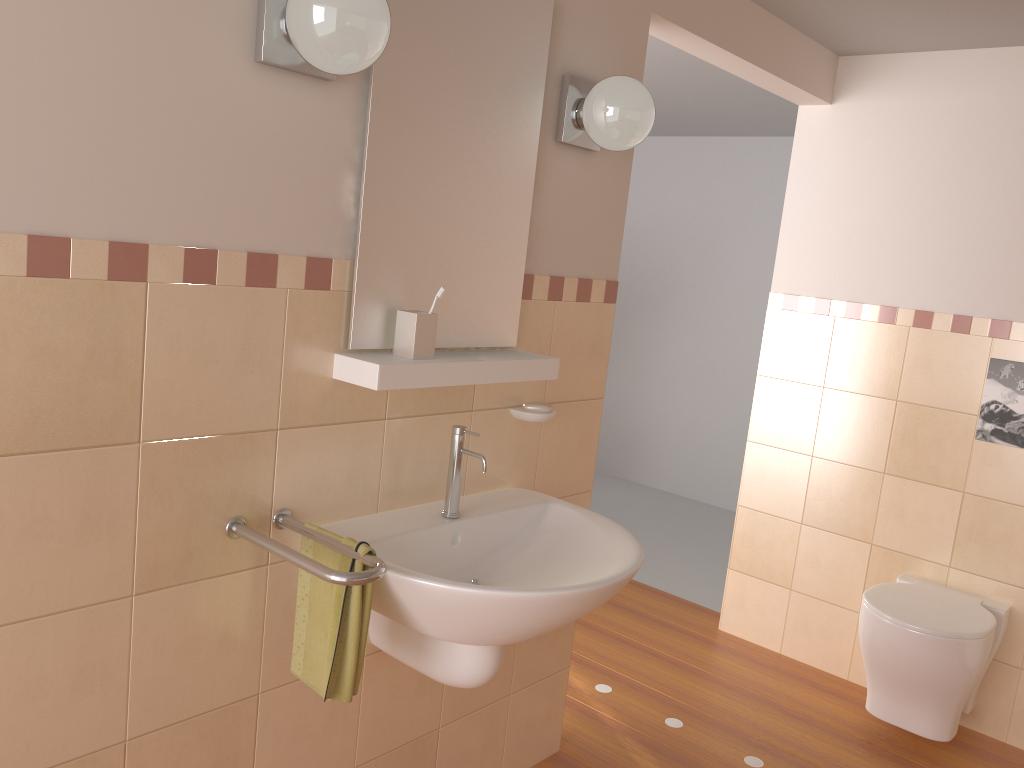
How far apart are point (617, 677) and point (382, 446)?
1.7 meters

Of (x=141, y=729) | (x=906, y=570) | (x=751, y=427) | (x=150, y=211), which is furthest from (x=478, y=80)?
(x=906, y=570)

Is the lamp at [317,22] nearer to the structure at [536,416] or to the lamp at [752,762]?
the structure at [536,416]

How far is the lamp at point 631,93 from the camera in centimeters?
201cm

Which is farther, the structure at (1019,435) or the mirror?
the structure at (1019,435)

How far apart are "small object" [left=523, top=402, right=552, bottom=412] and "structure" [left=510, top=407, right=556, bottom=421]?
0.0m

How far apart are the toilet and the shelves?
1.4 meters

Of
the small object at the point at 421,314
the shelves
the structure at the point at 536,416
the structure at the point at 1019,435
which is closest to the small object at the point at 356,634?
the shelves

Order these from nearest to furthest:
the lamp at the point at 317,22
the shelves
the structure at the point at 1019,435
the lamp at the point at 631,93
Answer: the lamp at the point at 317,22 → the shelves → the lamp at the point at 631,93 → the structure at the point at 1019,435

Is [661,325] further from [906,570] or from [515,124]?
[515,124]
